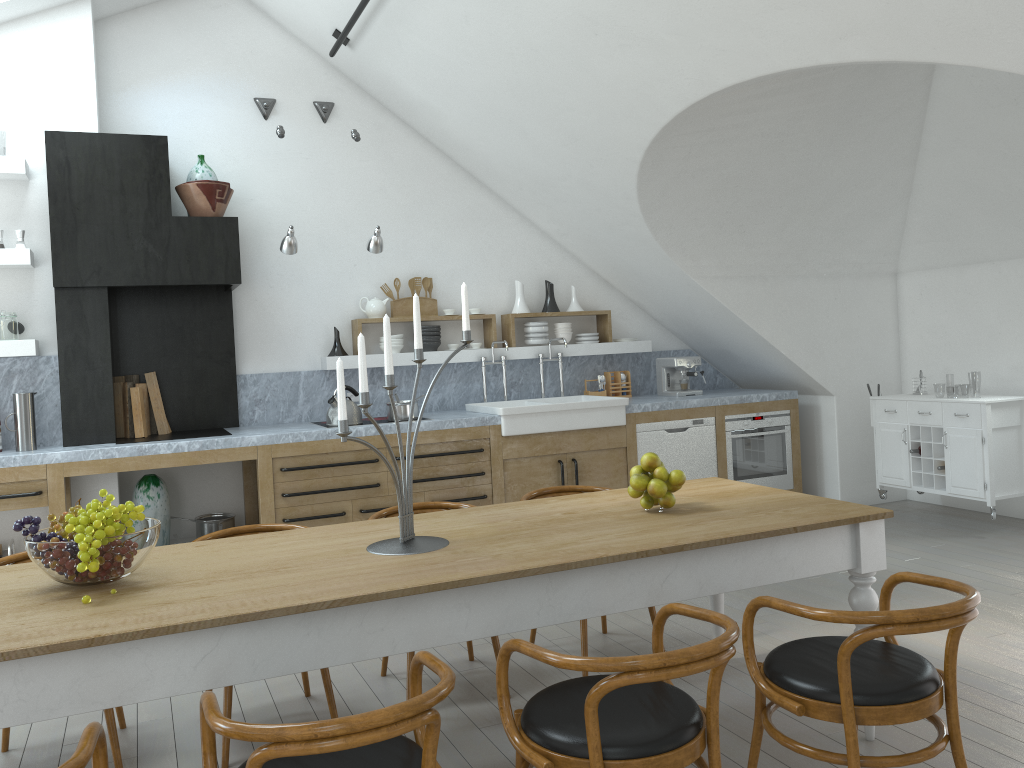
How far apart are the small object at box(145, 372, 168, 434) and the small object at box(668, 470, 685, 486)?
4.0m

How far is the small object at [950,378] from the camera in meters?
45.9

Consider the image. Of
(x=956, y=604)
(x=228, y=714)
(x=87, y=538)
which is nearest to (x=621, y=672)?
(x=956, y=604)

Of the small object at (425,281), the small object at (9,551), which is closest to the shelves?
the small object at (425,281)

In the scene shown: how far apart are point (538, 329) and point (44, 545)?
4.9m

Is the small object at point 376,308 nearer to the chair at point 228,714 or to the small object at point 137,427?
the small object at point 137,427

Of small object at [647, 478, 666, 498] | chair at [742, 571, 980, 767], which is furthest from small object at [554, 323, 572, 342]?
chair at [742, 571, 980, 767]

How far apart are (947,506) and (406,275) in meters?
4.6 m

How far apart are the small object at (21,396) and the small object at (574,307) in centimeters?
395cm

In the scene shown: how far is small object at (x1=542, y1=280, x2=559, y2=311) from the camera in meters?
7.1
